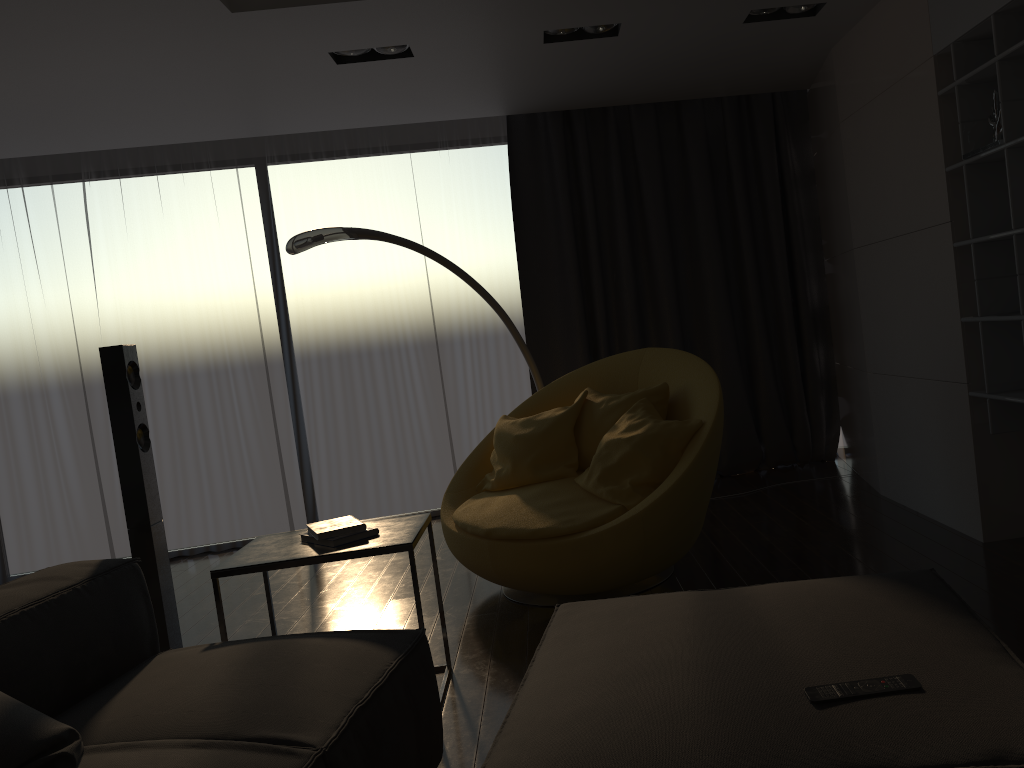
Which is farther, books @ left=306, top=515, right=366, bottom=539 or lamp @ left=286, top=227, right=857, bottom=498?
lamp @ left=286, top=227, right=857, bottom=498

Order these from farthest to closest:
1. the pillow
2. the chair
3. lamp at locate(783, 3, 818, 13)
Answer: lamp at locate(783, 3, 818, 13)
the chair
the pillow

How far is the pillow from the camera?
1.63m

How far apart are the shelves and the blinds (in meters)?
2.13

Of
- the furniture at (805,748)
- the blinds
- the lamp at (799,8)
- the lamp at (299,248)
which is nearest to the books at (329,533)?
the furniture at (805,748)

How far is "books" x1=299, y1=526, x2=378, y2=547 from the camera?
2.8m

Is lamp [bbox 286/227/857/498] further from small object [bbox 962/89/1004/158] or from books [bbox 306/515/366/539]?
small object [bbox 962/89/1004/158]

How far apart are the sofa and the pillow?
0.0m

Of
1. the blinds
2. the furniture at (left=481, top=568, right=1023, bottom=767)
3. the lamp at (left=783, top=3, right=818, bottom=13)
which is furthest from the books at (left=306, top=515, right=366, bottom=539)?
the lamp at (left=783, top=3, right=818, bottom=13)

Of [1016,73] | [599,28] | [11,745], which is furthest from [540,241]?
[11,745]
